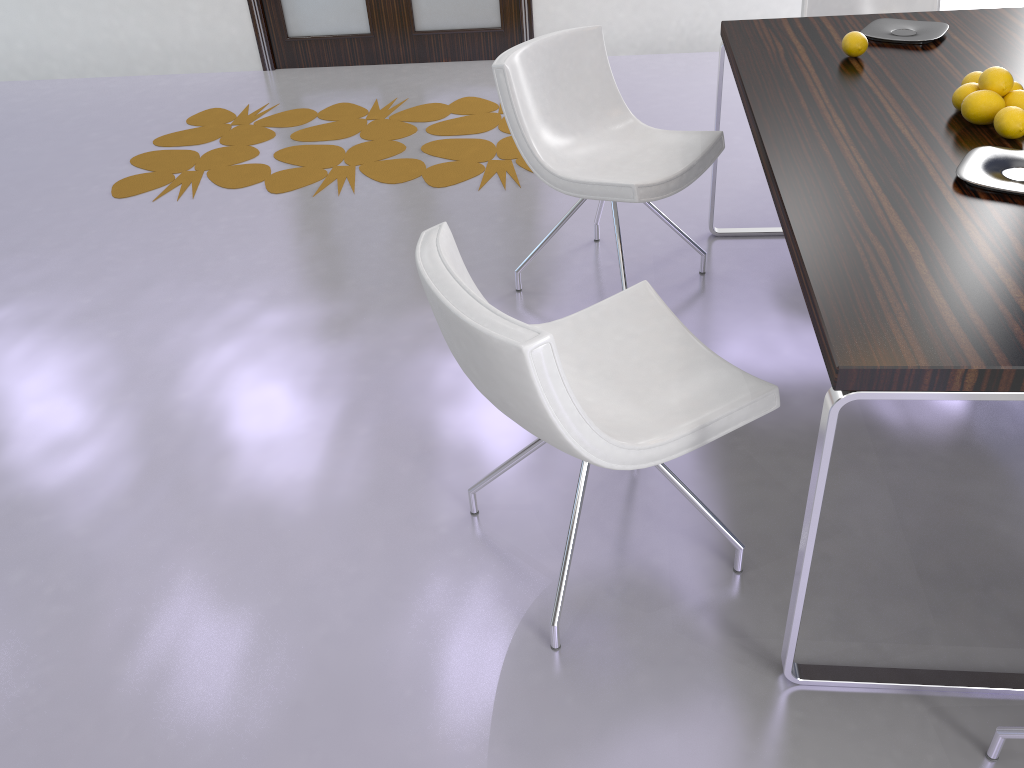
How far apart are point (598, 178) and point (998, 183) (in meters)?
1.20

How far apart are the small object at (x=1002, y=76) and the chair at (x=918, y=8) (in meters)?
1.53

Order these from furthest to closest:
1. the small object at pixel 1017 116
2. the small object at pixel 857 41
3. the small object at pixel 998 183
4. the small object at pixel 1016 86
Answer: the small object at pixel 857 41
the small object at pixel 1016 86
the small object at pixel 1017 116
the small object at pixel 998 183

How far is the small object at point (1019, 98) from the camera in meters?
2.0

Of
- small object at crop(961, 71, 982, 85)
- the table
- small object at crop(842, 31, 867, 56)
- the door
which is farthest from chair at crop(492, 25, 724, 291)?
the door

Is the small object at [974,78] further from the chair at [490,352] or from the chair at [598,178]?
the chair at [490,352]

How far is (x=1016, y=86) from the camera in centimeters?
210cm

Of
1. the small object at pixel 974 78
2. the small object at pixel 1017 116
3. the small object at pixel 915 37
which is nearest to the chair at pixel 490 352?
the small object at pixel 1017 116

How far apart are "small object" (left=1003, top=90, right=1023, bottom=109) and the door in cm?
378

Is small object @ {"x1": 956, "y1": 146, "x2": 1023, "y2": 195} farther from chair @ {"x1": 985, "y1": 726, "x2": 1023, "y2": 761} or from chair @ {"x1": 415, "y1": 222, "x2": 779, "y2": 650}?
chair @ {"x1": 985, "y1": 726, "x2": 1023, "y2": 761}
